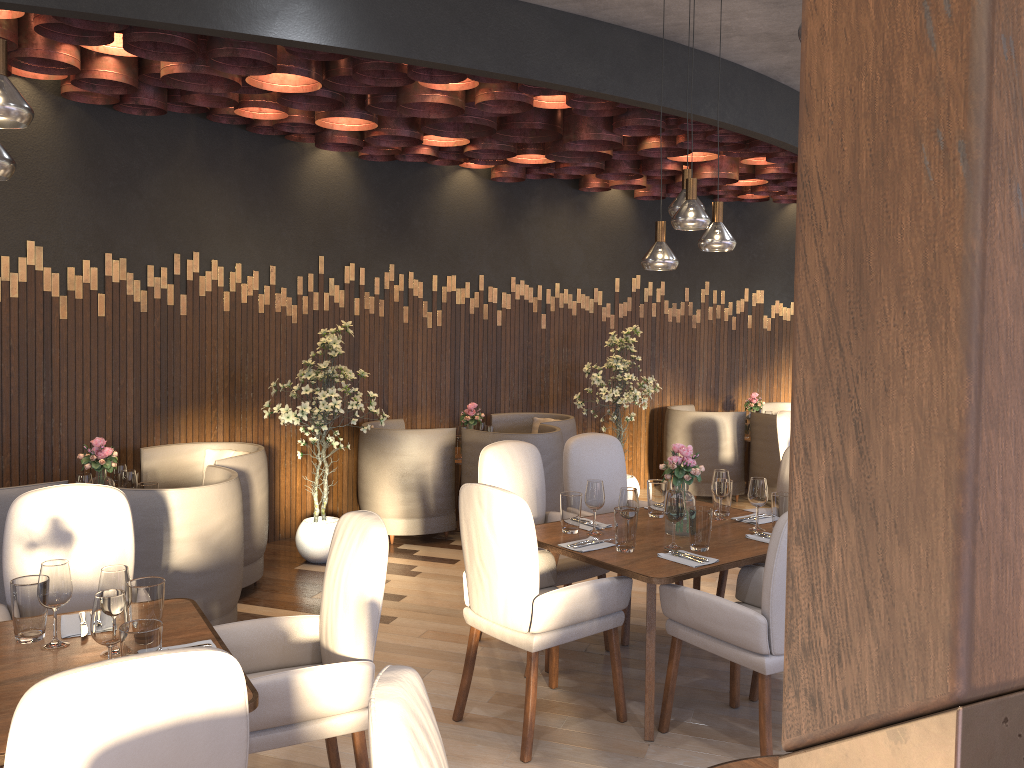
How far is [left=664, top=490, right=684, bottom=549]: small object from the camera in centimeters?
376cm

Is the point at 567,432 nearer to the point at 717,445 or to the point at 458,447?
the point at 458,447

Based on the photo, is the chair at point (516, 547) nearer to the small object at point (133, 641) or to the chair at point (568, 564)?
the chair at point (568, 564)

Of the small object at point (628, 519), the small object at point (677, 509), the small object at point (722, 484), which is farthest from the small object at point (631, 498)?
the small object at point (722, 484)

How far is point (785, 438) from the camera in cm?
633

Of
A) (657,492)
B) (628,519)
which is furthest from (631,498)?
(657,492)

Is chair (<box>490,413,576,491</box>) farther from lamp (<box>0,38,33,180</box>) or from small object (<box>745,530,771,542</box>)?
lamp (<box>0,38,33,180</box>)

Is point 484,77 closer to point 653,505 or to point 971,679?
point 653,505

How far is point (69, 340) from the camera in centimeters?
511cm

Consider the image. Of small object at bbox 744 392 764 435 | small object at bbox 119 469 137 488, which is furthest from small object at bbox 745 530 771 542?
small object at bbox 744 392 764 435
